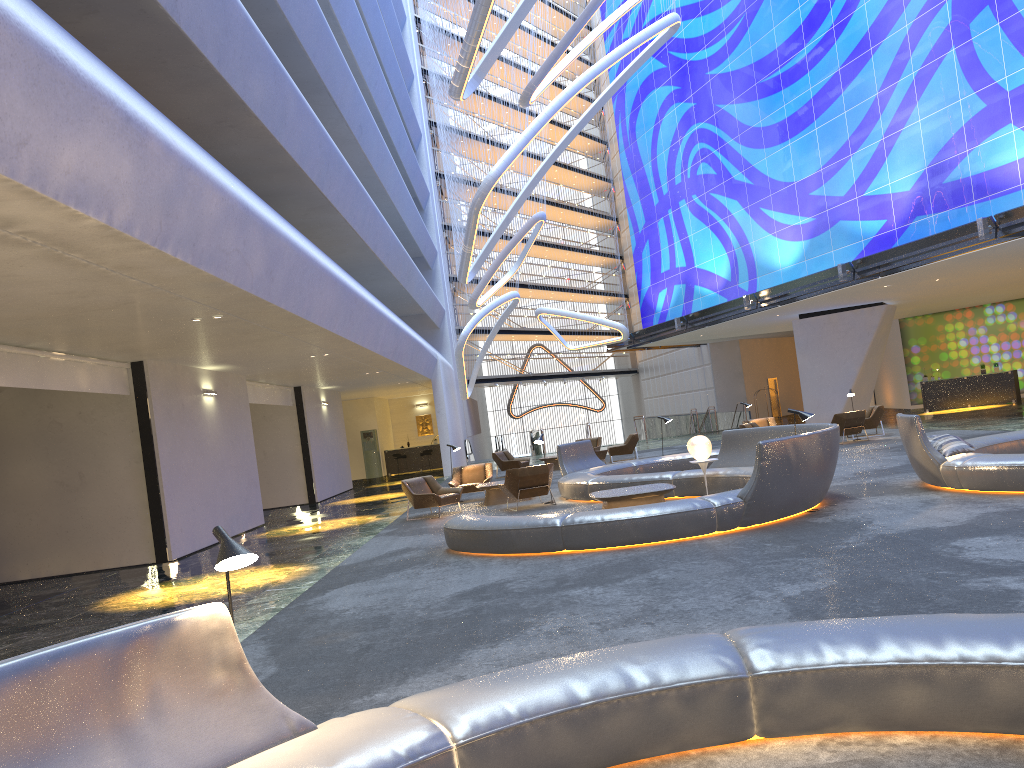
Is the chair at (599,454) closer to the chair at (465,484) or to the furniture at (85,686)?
the chair at (465,484)

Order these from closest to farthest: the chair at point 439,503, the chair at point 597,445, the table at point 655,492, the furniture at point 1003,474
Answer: the furniture at point 1003,474 < the table at point 655,492 < the chair at point 439,503 < the chair at point 597,445

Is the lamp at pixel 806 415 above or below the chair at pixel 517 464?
above

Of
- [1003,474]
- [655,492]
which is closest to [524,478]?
[655,492]

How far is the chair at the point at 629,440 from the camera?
25.80m

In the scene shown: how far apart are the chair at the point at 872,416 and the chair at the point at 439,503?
11.7m

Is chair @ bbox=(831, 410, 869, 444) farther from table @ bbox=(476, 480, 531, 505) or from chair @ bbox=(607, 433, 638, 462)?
table @ bbox=(476, 480, 531, 505)

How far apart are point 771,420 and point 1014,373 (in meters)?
11.26

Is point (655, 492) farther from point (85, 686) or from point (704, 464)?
point (85, 686)

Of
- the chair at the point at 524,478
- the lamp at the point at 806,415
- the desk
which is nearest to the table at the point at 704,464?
the lamp at the point at 806,415
